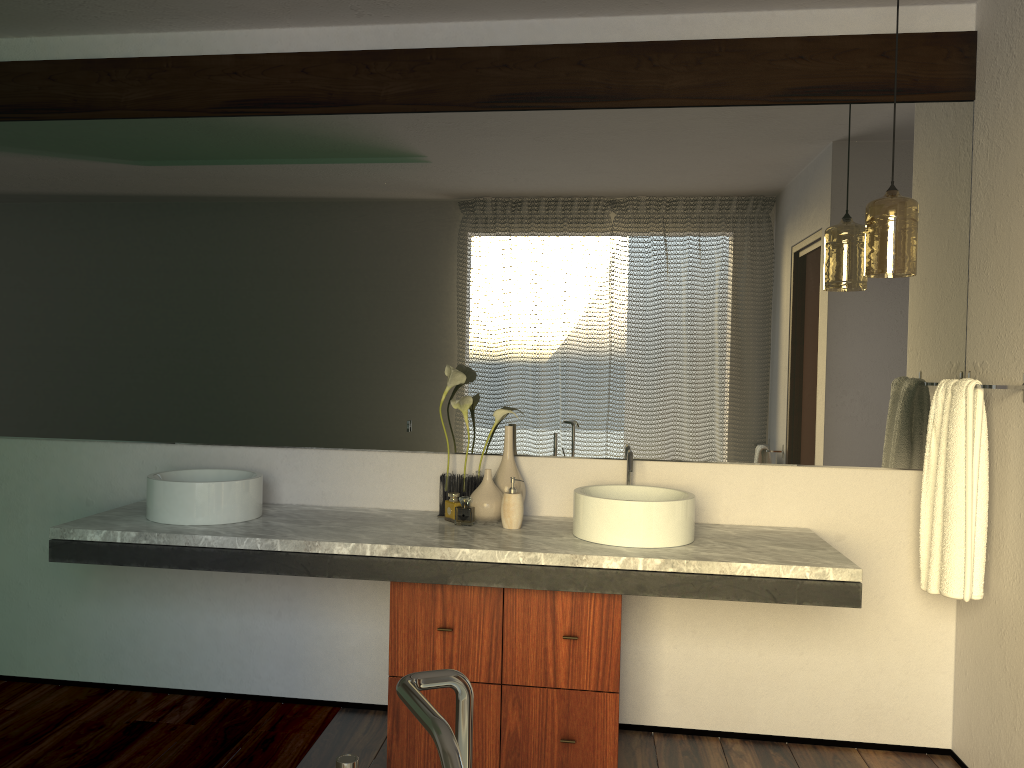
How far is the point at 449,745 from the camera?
0.73m

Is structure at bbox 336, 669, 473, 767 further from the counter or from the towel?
the towel

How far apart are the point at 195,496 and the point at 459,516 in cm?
535

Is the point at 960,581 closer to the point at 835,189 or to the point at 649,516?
the point at 649,516

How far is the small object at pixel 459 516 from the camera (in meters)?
7.80

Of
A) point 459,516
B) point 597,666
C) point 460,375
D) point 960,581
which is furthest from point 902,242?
point 459,516

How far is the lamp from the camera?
2.5m

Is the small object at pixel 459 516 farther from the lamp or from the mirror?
the lamp

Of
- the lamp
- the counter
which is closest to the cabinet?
the counter

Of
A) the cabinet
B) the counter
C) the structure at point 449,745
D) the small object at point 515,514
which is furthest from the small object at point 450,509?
the structure at point 449,745
